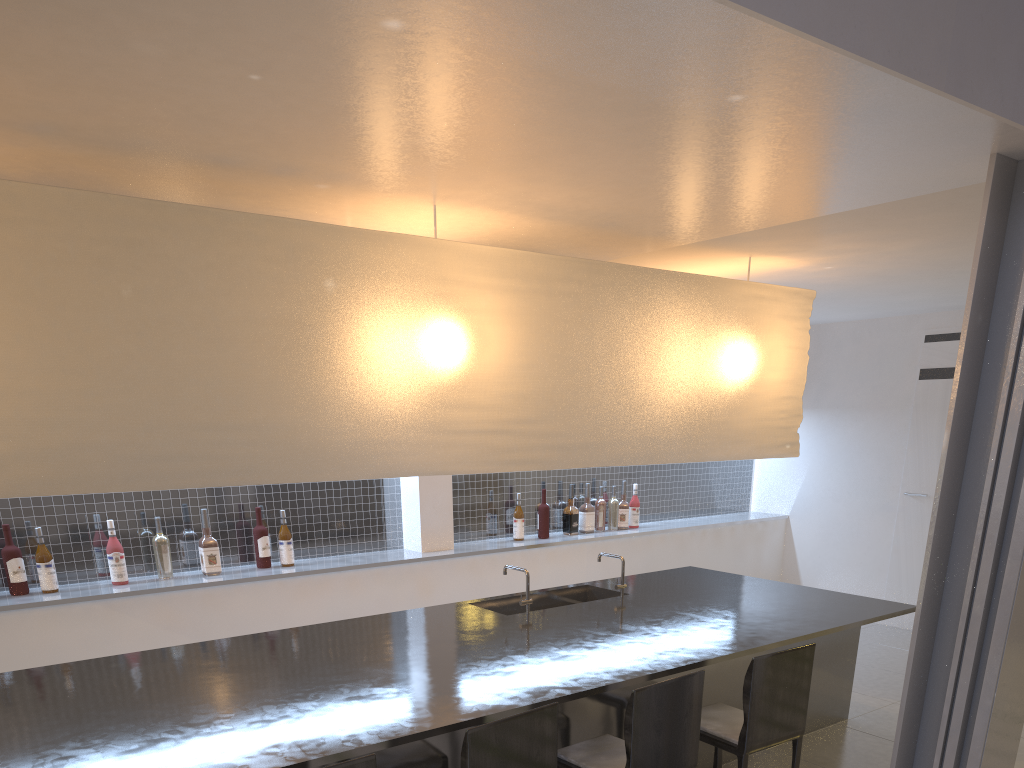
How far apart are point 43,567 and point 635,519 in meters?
2.2

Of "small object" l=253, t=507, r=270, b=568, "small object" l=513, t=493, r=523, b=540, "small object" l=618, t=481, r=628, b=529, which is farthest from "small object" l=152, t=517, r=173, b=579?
"small object" l=618, t=481, r=628, b=529

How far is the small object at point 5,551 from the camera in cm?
213

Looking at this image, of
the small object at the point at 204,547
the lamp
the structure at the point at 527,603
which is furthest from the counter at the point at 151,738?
the small object at the point at 204,547

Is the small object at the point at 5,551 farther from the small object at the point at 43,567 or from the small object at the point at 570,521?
the small object at the point at 570,521

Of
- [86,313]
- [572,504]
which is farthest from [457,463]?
[572,504]

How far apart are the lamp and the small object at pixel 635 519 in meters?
1.2 m

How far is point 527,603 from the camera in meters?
2.1

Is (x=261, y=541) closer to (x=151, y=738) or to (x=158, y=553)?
(x=158, y=553)

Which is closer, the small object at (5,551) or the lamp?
the lamp
